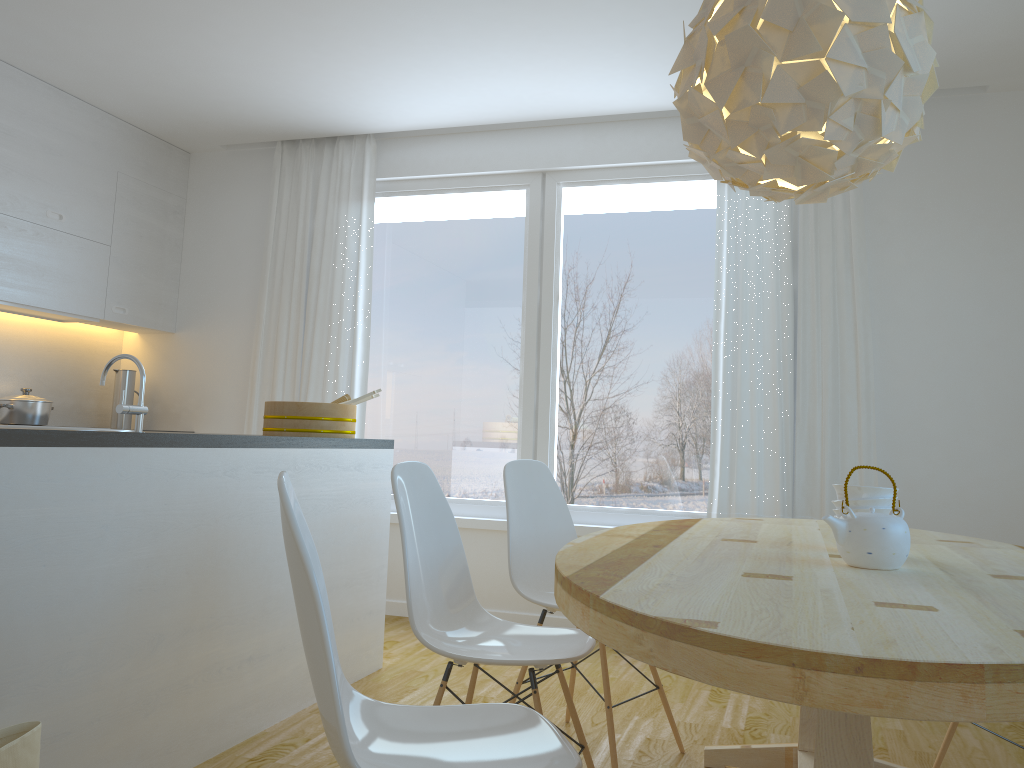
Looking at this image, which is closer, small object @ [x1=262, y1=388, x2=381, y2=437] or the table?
the table

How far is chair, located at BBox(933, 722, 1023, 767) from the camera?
2.7 meters

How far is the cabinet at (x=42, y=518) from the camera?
2.1m

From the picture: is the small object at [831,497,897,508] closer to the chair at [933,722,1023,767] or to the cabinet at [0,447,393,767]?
the chair at [933,722,1023,767]

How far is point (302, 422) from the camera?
3.5m

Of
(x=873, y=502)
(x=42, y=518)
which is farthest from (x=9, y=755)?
(x=873, y=502)

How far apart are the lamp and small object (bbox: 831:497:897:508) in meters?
0.7

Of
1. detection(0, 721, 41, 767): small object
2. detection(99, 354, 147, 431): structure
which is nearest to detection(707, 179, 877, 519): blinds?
detection(99, 354, 147, 431): structure

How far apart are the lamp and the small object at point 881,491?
0.7 meters

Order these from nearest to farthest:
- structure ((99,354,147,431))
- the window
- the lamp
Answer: the lamp, structure ((99,354,147,431)), the window
